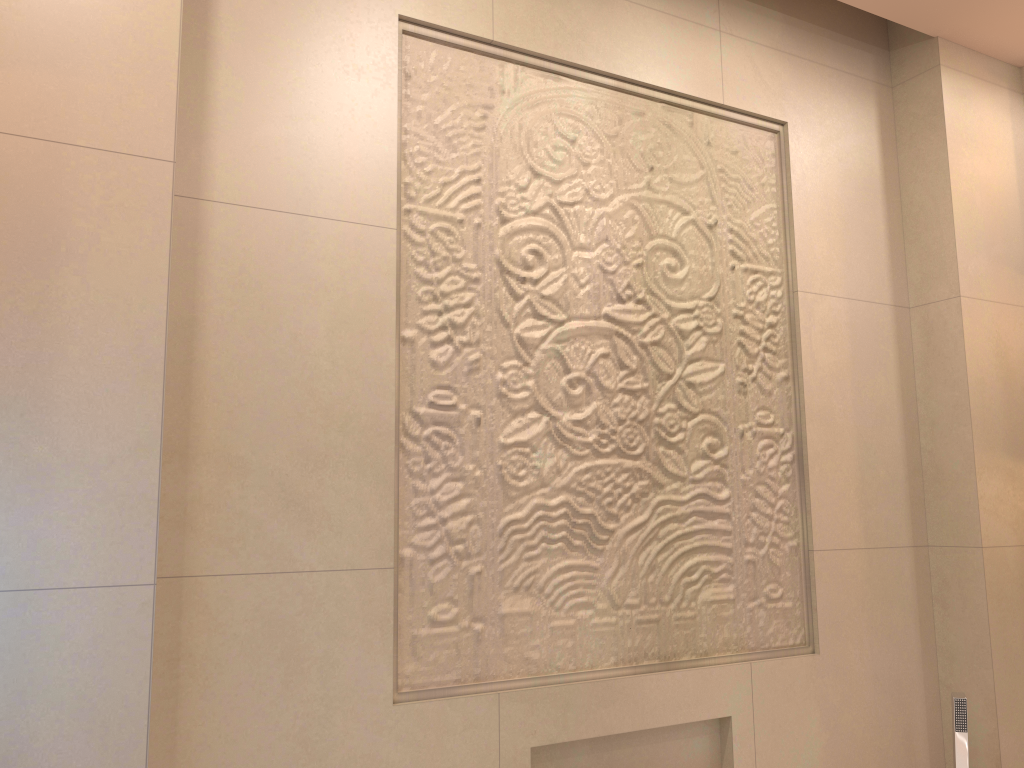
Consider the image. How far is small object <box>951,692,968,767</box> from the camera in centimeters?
201cm

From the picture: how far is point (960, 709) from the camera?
2.01m

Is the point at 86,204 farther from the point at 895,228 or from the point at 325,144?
the point at 895,228

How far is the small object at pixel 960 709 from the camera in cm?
201

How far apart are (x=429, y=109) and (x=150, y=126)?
0.6 meters
